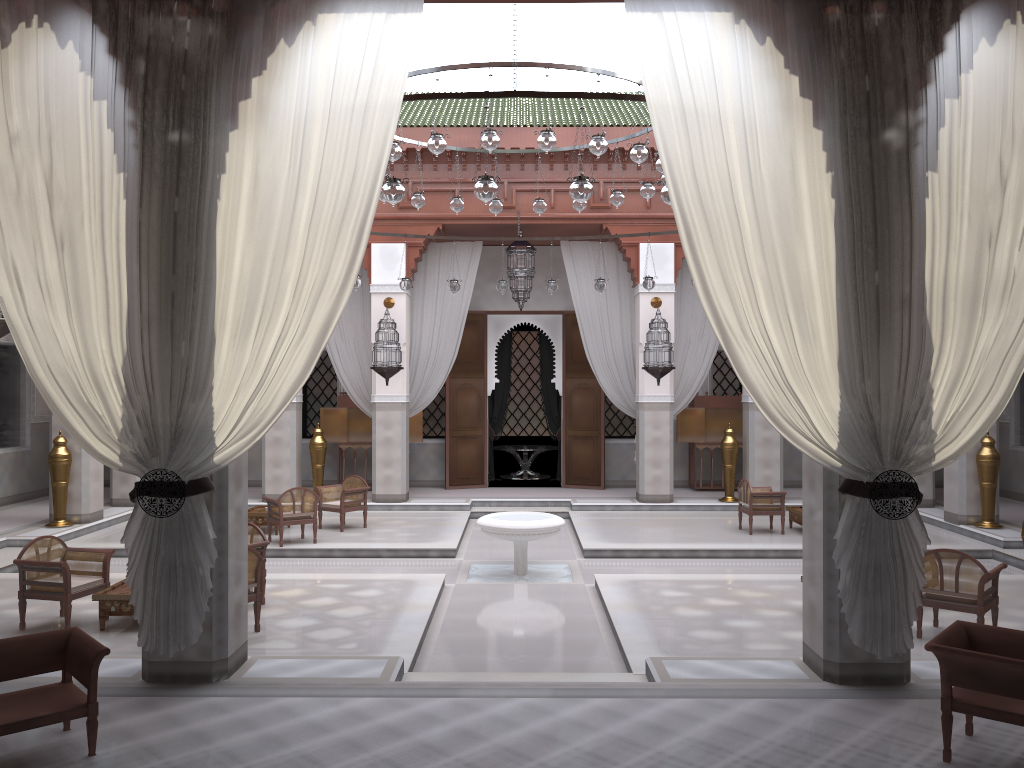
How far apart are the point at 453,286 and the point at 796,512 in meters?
2.5 m

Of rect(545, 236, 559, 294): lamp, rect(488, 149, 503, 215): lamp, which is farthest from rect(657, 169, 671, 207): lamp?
rect(545, 236, 559, 294): lamp

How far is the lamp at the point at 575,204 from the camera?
4.8m

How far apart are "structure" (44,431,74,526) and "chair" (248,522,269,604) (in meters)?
2.16

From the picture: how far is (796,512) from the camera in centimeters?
515cm

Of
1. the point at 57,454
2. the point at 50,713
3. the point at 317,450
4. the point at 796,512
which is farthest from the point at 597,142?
the point at 57,454

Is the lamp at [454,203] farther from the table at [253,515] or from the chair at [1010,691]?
the chair at [1010,691]

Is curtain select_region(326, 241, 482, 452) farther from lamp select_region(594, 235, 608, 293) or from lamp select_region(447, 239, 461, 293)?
lamp select_region(594, 235, 608, 293)

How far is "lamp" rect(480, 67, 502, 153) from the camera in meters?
3.6

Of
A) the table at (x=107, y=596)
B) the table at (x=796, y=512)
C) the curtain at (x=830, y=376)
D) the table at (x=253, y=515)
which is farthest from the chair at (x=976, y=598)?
the table at (x=253, y=515)
